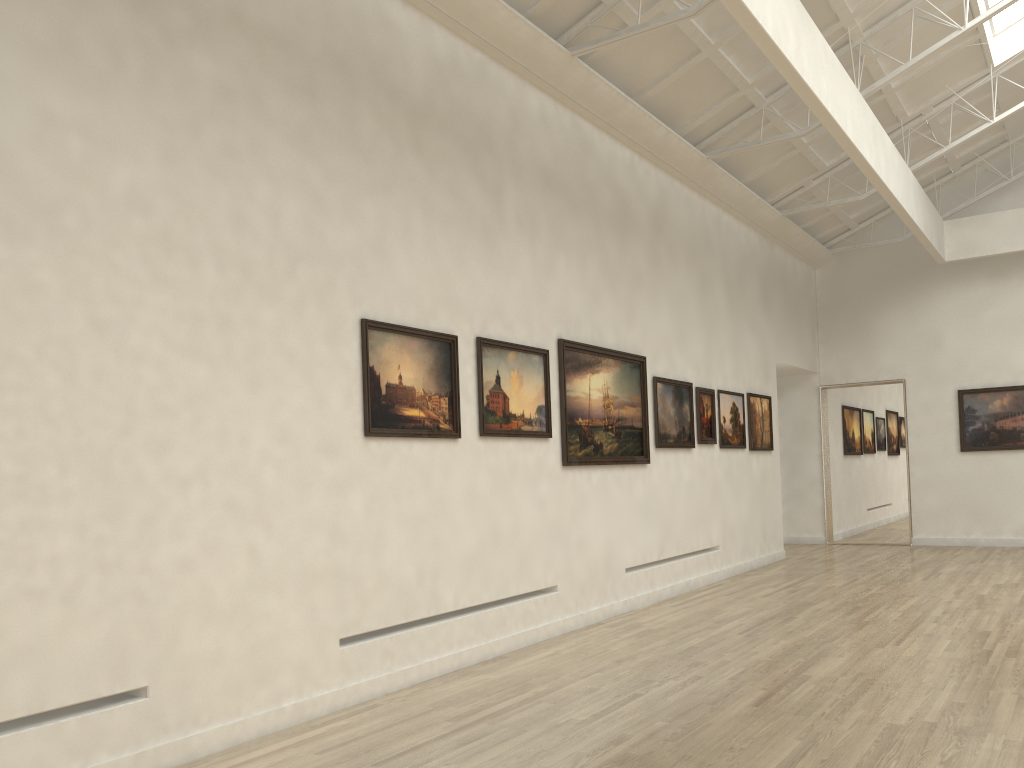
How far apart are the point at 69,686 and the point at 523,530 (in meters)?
7.86

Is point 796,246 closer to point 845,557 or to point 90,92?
point 845,557
